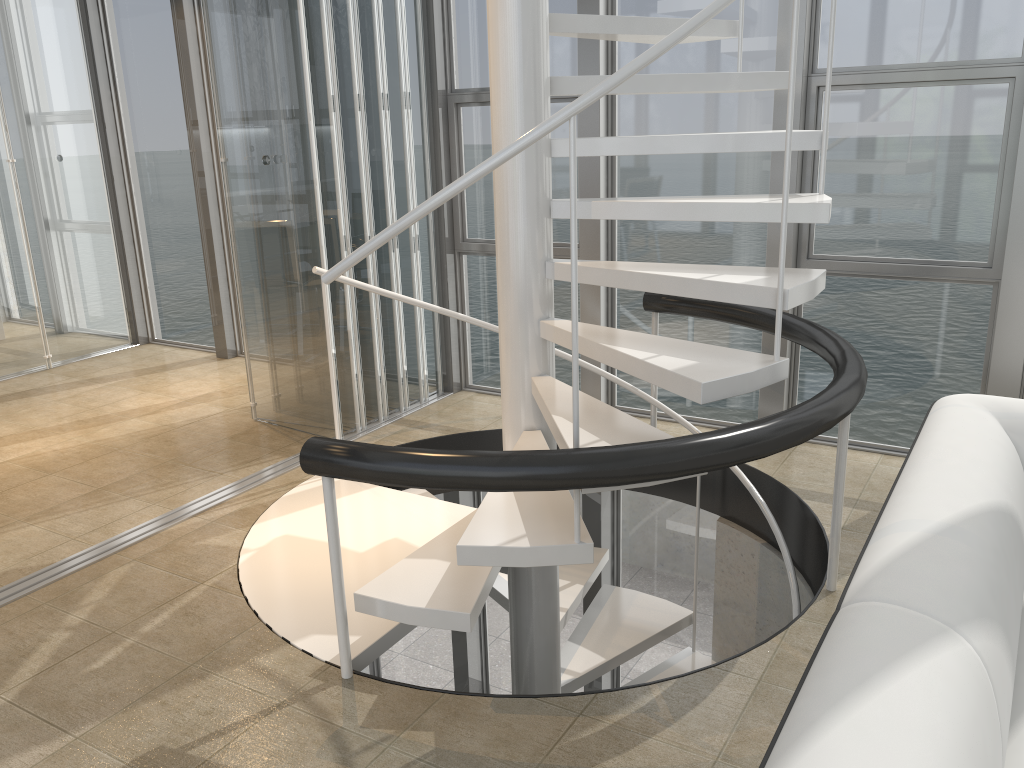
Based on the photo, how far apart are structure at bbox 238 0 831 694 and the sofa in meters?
0.4

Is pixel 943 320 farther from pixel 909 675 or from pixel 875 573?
pixel 909 675

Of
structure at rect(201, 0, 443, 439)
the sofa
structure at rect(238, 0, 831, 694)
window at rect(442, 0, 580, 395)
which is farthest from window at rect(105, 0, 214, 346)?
the sofa

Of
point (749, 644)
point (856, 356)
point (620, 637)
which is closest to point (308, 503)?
point (620, 637)

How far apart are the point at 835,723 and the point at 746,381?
1.33m

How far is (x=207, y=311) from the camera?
6.1 meters

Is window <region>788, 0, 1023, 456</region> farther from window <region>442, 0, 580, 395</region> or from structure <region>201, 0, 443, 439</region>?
structure <region>201, 0, 443, 439</region>

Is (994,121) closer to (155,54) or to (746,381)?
(746,381)

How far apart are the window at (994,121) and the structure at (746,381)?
0.5 meters

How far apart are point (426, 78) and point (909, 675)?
3.98m
